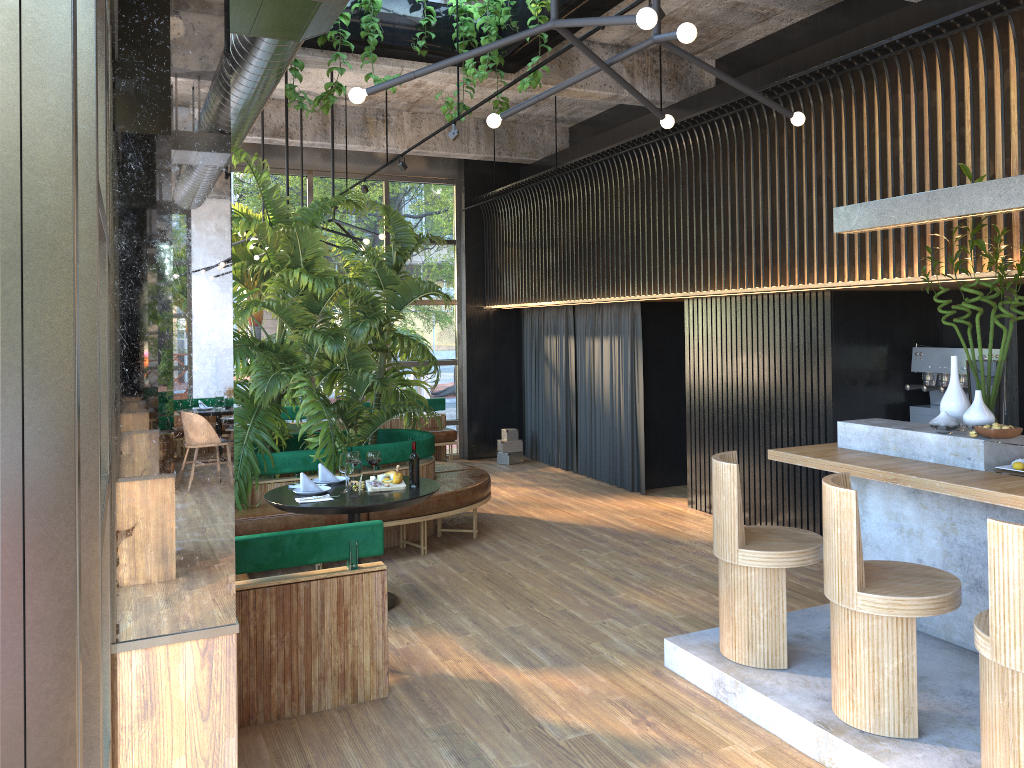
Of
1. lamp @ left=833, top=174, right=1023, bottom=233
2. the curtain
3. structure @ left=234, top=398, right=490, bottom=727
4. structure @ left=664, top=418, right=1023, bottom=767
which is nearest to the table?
structure @ left=234, top=398, right=490, bottom=727

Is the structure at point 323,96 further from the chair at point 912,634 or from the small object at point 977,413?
the chair at point 912,634

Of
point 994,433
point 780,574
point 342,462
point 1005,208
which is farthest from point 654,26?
point 342,462

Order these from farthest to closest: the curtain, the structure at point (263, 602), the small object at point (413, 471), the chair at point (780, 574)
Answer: the curtain < the chair at point (780, 574) < the structure at point (263, 602) < the small object at point (413, 471)

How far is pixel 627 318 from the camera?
9.6m

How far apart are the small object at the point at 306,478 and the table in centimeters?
6cm

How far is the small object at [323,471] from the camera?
6.0 meters

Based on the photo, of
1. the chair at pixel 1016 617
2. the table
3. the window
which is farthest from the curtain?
the chair at pixel 1016 617

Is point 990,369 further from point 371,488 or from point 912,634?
point 371,488

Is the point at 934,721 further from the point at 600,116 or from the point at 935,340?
the point at 600,116
